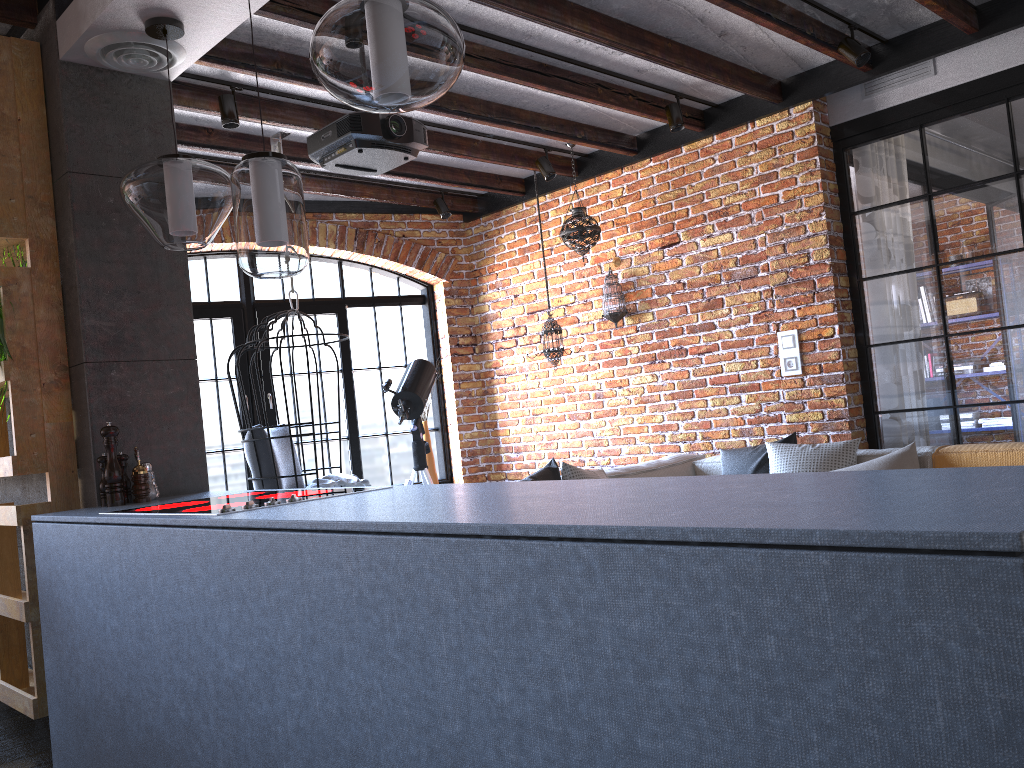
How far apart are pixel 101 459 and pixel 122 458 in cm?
7

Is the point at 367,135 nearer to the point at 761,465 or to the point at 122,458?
the point at 122,458

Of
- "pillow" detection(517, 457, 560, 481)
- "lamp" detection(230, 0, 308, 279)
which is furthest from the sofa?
"lamp" detection(230, 0, 308, 279)

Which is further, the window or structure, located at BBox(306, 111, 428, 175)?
the window

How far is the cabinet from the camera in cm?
88

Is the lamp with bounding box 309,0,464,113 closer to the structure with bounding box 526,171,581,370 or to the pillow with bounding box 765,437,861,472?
the pillow with bounding box 765,437,861,472

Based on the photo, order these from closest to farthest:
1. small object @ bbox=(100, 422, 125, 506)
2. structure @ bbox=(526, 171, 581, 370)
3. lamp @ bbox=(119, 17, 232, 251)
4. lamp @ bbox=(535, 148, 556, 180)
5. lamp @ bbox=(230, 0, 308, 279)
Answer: lamp @ bbox=(230, 0, 308, 279), lamp @ bbox=(119, 17, 232, 251), small object @ bbox=(100, 422, 125, 506), lamp @ bbox=(535, 148, 556, 180), structure @ bbox=(526, 171, 581, 370)

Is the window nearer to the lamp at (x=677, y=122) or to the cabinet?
the lamp at (x=677, y=122)

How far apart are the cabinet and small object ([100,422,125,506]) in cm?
19

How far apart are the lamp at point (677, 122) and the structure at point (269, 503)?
3.3m
